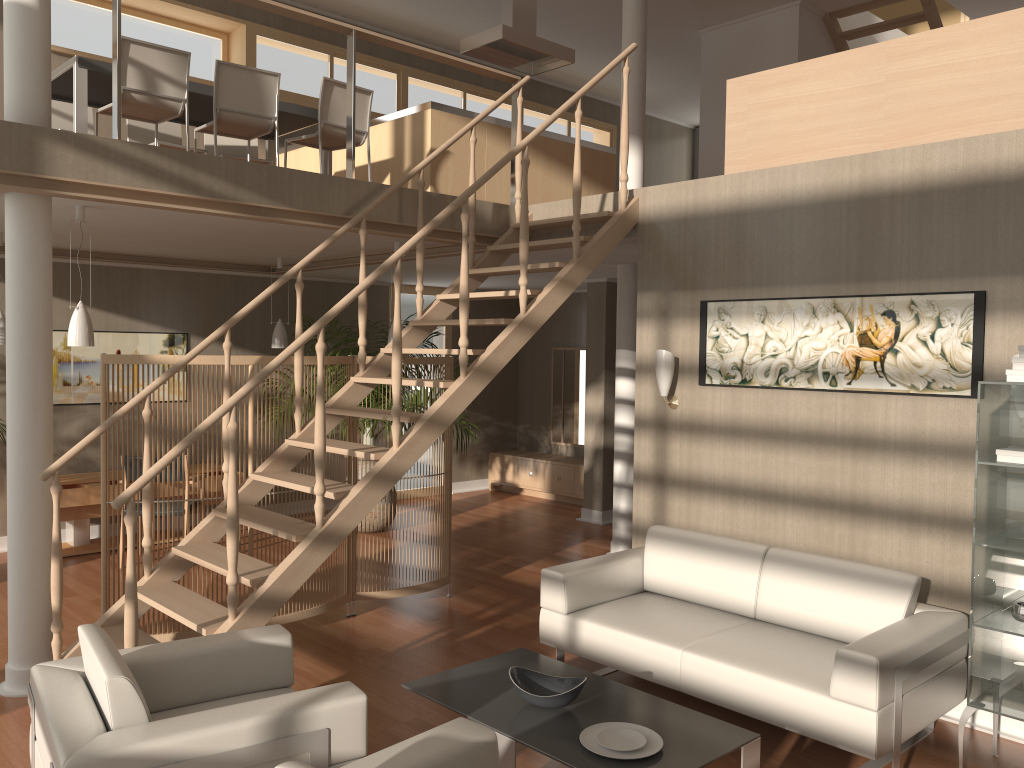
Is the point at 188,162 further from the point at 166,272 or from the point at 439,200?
the point at 166,272

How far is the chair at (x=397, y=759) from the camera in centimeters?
241cm

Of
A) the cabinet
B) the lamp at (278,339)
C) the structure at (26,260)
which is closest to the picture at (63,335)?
the lamp at (278,339)

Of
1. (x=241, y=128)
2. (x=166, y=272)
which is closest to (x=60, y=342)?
(x=166, y=272)

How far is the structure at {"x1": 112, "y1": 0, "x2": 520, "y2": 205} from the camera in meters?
4.4

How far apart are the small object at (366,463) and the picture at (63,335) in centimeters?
180cm

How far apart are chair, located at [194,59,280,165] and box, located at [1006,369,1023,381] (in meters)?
4.60

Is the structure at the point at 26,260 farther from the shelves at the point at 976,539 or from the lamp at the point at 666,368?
the lamp at the point at 666,368

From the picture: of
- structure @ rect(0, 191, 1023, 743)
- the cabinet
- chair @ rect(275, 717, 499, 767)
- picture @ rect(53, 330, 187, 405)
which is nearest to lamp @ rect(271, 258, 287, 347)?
picture @ rect(53, 330, 187, 405)

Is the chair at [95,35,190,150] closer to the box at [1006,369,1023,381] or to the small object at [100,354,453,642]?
the small object at [100,354,453,642]
